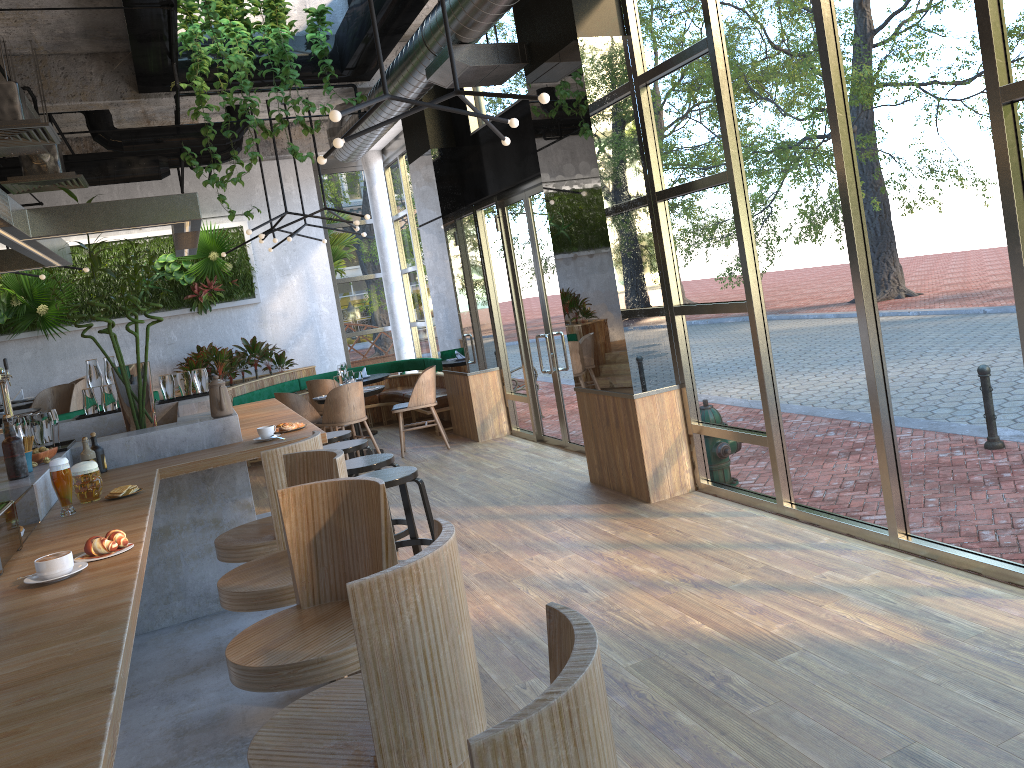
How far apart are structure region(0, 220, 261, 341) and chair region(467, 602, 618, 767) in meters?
11.7 m

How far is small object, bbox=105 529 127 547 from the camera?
2.8 meters

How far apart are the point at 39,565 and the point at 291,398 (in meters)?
7.28

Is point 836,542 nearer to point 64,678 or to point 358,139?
point 64,678

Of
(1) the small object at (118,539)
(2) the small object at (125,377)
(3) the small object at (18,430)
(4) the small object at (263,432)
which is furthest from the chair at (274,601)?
(2) the small object at (125,377)

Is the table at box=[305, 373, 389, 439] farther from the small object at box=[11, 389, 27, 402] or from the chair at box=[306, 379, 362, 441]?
the small object at box=[11, 389, 27, 402]

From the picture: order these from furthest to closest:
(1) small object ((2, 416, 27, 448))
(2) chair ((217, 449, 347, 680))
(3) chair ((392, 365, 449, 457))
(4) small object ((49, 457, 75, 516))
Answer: (3) chair ((392, 365, 449, 457)), (1) small object ((2, 416, 27, 448)), (4) small object ((49, 457, 75, 516)), (2) chair ((217, 449, 347, 680))

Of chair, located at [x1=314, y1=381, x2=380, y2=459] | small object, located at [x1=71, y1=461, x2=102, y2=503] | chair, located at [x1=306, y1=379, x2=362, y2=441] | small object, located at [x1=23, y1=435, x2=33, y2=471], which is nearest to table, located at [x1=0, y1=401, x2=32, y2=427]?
chair, located at [x1=306, y1=379, x2=362, y2=441]

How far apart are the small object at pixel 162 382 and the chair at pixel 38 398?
2.9 meters

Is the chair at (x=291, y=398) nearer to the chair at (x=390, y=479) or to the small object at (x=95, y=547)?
the chair at (x=390, y=479)
